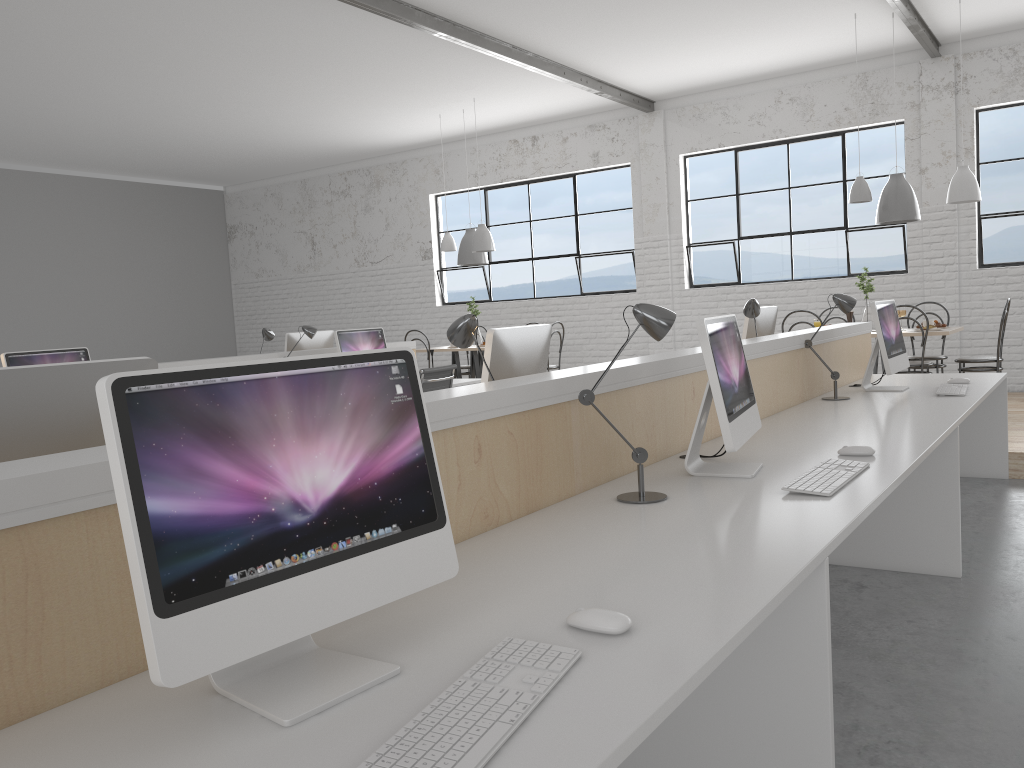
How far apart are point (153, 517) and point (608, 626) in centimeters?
55cm

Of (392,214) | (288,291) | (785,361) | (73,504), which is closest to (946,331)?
(785,361)

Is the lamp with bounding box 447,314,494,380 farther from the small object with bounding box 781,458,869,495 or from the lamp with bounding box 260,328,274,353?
the lamp with bounding box 260,328,274,353

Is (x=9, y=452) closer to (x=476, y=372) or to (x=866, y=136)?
(x=476, y=372)

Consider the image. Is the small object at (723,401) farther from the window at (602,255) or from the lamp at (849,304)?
the window at (602,255)

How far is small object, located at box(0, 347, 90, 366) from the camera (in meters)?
3.56

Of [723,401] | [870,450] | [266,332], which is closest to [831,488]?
[723,401]

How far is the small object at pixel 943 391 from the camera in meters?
3.4 m

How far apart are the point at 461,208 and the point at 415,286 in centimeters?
96cm

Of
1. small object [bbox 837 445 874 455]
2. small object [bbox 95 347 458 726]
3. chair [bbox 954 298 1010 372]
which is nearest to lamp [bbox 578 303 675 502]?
small object [bbox 837 445 874 455]
